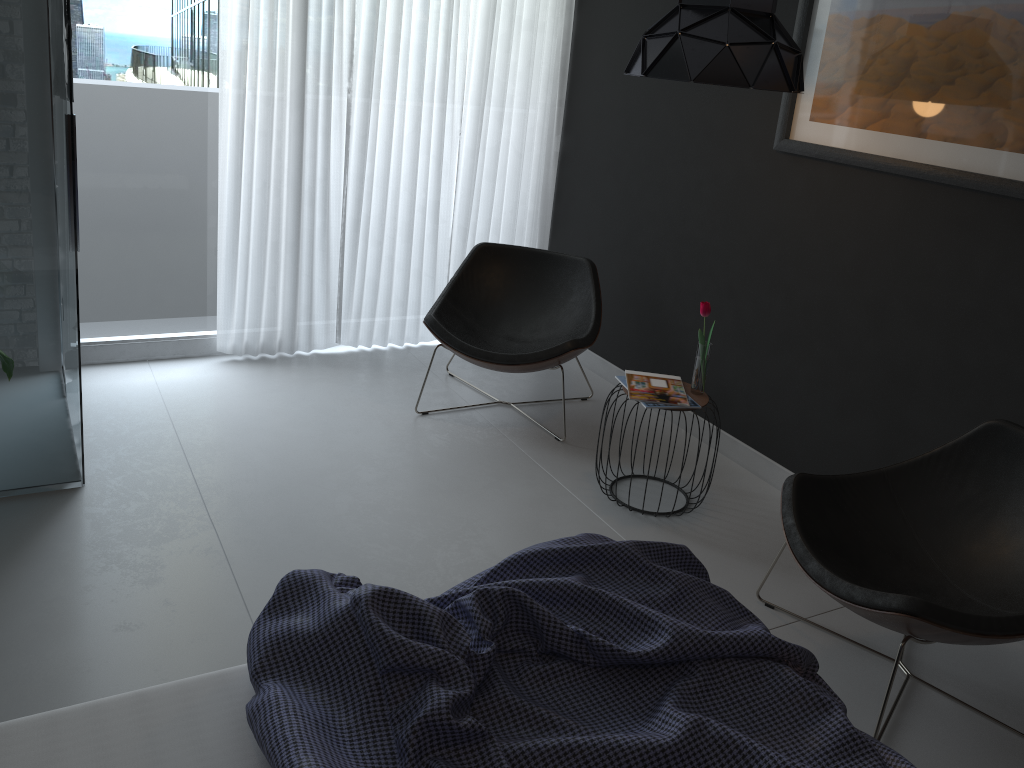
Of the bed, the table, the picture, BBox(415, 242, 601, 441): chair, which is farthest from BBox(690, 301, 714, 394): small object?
the bed

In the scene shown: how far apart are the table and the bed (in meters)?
1.34

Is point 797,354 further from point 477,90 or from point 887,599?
point 477,90

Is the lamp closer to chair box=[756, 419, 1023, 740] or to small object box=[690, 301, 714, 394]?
small object box=[690, 301, 714, 394]

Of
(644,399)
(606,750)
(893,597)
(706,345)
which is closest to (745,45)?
(706,345)

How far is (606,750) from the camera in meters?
1.4

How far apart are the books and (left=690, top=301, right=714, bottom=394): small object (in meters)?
0.04

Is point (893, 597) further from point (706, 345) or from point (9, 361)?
point (9, 361)

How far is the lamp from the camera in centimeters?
267cm

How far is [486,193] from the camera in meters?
4.7
